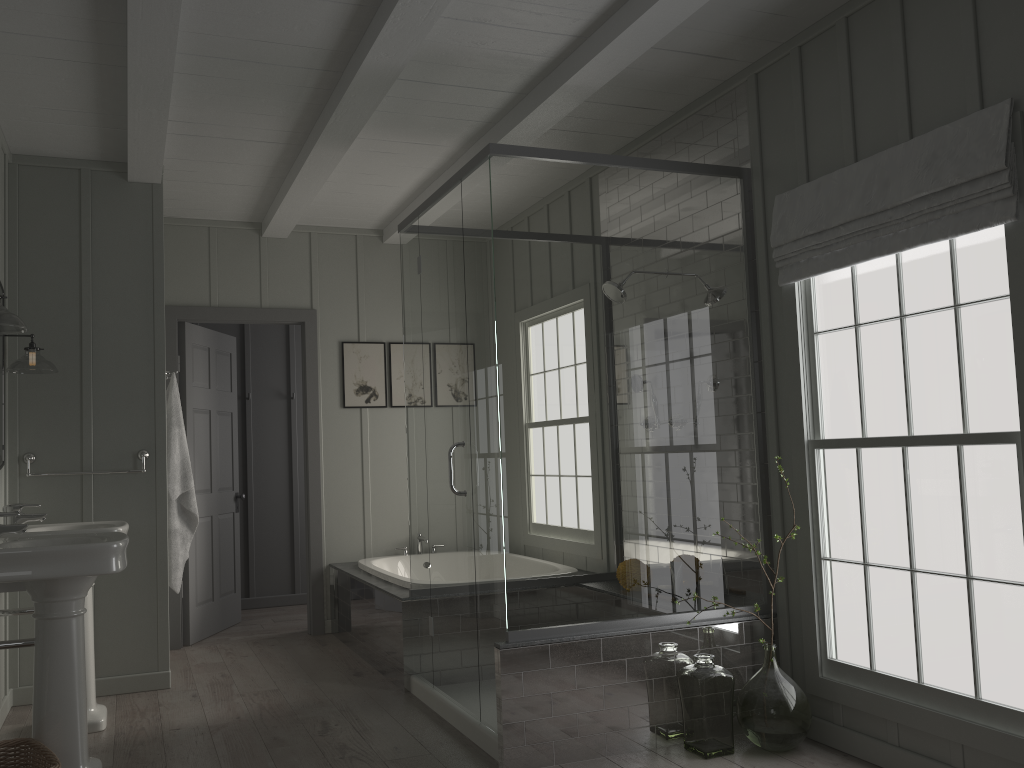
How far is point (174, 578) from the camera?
4.65m

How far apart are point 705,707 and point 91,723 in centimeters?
257cm

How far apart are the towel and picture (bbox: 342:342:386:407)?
1.4 meters

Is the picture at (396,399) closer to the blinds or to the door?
the door

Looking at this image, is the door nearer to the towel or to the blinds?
the towel

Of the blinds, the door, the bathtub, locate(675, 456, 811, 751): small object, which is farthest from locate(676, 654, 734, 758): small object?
the door

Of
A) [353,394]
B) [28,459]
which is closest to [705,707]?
[28,459]

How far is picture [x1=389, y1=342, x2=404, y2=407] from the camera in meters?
6.2 m

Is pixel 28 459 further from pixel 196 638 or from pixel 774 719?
pixel 774 719

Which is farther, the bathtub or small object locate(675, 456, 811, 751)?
the bathtub
